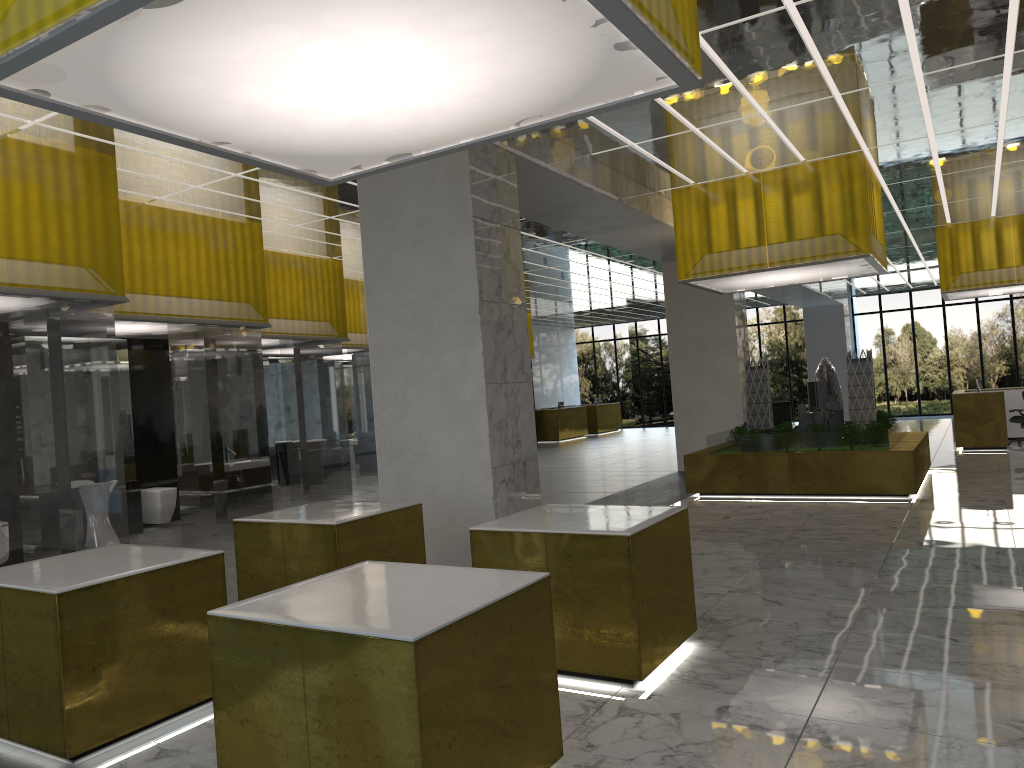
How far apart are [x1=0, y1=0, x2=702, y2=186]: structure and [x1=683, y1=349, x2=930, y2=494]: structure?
12.05m

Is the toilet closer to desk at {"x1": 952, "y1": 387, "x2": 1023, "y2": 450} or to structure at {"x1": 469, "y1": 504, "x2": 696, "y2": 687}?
structure at {"x1": 469, "y1": 504, "x2": 696, "y2": 687}

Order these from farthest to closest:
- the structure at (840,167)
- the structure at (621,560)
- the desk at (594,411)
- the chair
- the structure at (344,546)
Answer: the desk at (594,411) < the chair < the structure at (840,167) < the structure at (344,546) < the structure at (621,560)

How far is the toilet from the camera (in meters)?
16.14

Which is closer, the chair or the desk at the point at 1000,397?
the desk at the point at 1000,397

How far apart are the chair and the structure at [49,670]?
25.63m

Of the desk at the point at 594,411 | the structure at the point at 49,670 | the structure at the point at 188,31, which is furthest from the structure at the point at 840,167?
the desk at the point at 594,411

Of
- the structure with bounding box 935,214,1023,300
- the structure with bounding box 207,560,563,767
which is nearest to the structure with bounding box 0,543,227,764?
the structure with bounding box 207,560,563,767

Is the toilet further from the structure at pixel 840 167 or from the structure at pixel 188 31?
the structure at pixel 188 31

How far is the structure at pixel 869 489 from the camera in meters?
16.3 m
